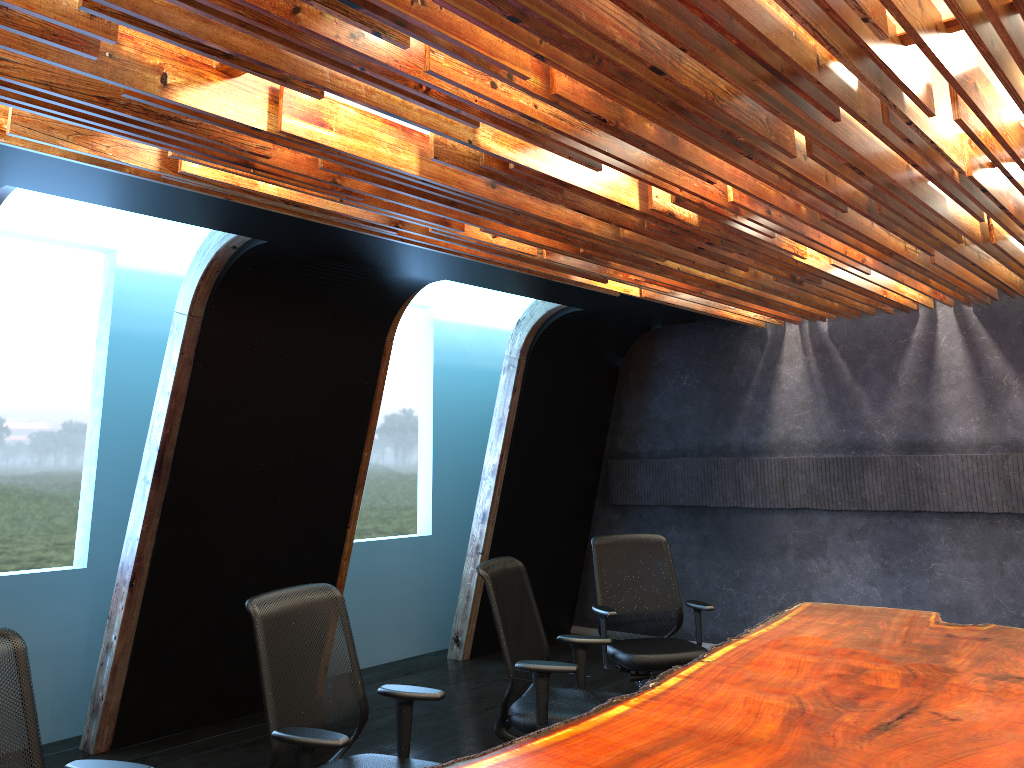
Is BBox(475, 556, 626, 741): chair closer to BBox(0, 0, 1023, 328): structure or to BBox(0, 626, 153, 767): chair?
BBox(0, 0, 1023, 328): structure

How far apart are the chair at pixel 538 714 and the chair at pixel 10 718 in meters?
1.9

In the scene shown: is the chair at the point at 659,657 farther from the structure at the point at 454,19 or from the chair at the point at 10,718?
the chair at the point at 10,718

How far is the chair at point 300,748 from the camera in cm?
317

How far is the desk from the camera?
2.88m

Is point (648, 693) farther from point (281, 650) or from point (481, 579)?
point (481, 579)

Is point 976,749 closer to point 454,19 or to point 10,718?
point 454,19

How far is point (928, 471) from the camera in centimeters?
731cm

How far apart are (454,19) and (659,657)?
4.28m

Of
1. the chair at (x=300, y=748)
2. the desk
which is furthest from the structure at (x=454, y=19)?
the desk
